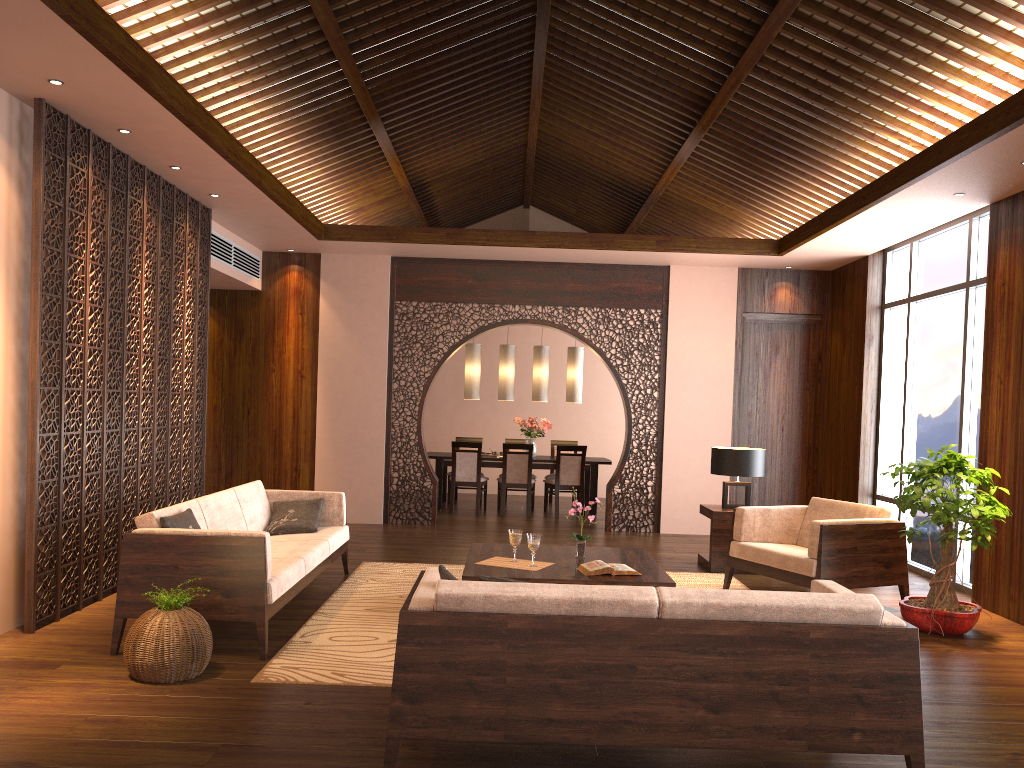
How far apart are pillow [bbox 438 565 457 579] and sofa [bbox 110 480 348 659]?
1.4 meters

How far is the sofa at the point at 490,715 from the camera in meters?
2.9 m

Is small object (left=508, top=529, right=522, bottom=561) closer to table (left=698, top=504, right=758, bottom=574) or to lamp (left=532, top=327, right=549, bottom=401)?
table (left=698, top=504, right=758, bottom=574)

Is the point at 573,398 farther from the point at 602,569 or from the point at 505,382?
the point at 602,569

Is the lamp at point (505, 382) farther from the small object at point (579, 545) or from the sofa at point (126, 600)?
the small object at point (579, 545)

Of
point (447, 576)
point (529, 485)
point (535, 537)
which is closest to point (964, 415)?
point (535, 537)

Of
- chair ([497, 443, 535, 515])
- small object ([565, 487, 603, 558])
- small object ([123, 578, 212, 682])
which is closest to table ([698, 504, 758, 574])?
small object ([565, 487, 603, 558])

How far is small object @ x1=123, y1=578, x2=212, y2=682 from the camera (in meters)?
3.88

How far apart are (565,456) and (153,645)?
6.90m

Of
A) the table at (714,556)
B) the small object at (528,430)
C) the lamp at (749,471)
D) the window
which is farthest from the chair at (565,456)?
the window
